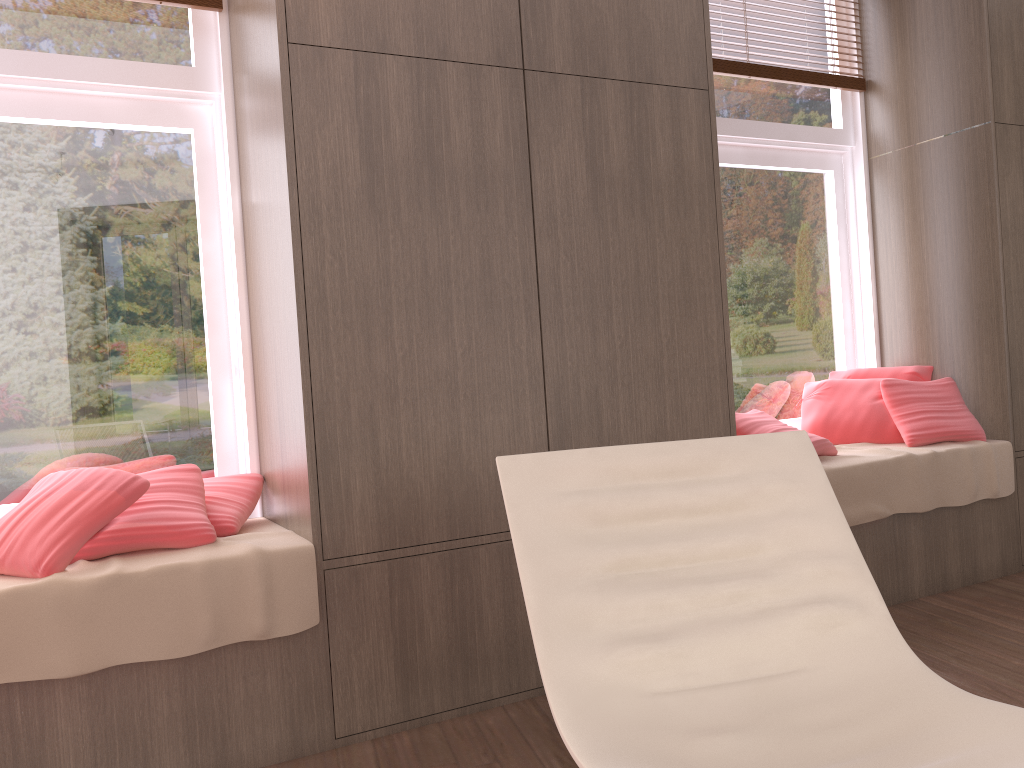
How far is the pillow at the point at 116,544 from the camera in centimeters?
217cm

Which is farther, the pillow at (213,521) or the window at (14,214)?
the window at (14,214)

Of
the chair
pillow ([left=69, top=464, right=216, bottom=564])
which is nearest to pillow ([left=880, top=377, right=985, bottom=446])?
the chair

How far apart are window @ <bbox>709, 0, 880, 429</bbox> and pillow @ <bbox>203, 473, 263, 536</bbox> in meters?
2.1 m

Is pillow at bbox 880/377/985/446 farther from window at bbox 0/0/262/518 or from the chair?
window at bbox 0/0/262/518

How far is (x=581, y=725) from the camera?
1.4m

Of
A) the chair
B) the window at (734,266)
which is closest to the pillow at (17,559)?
the chair

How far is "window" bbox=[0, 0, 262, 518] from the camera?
2.59m

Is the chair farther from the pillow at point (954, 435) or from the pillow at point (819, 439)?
the pillow at point (954, 435)

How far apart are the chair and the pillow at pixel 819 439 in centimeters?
138cm
